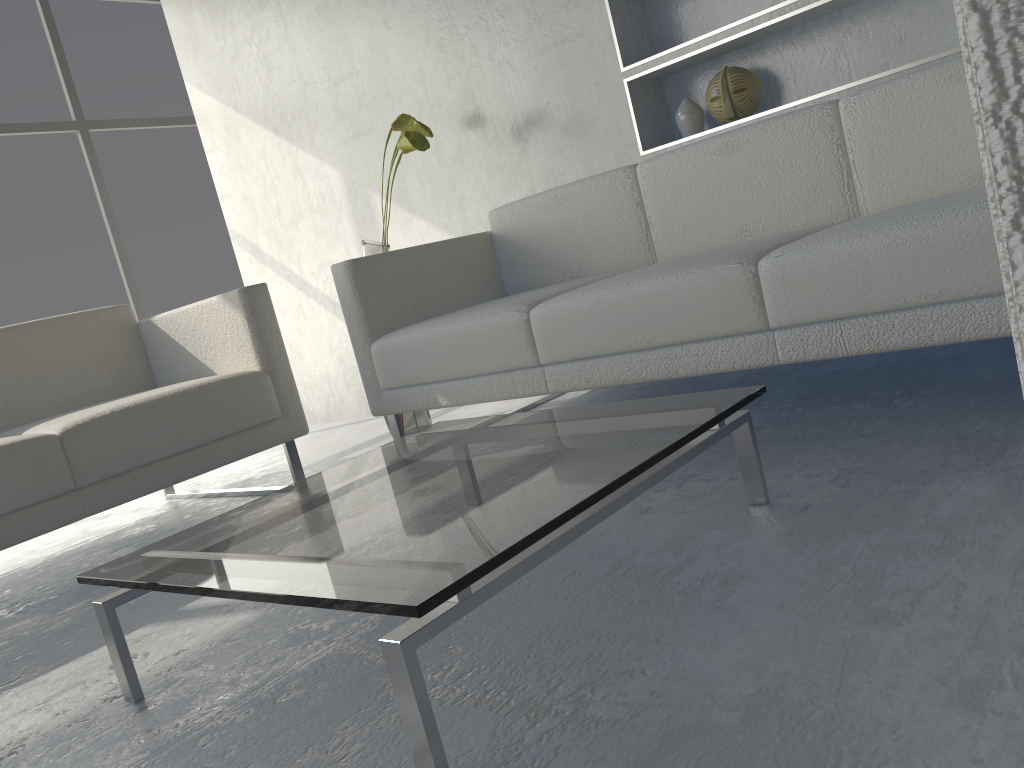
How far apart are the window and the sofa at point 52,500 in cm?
214

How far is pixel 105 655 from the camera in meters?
1.5 m

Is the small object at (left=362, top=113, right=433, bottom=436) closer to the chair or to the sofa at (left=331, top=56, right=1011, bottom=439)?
the sofa at (left=331, top=56, right=1011, bottom=439)

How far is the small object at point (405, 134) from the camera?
2.70m

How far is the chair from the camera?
0.3m

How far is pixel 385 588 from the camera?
0.9m

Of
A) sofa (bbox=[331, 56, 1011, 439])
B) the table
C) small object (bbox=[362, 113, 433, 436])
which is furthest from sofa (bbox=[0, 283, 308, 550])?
the table

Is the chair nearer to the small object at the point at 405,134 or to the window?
the small object at the point at 405,134

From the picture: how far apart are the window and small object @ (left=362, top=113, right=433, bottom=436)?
2.4m

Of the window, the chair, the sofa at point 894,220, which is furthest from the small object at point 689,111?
the window
